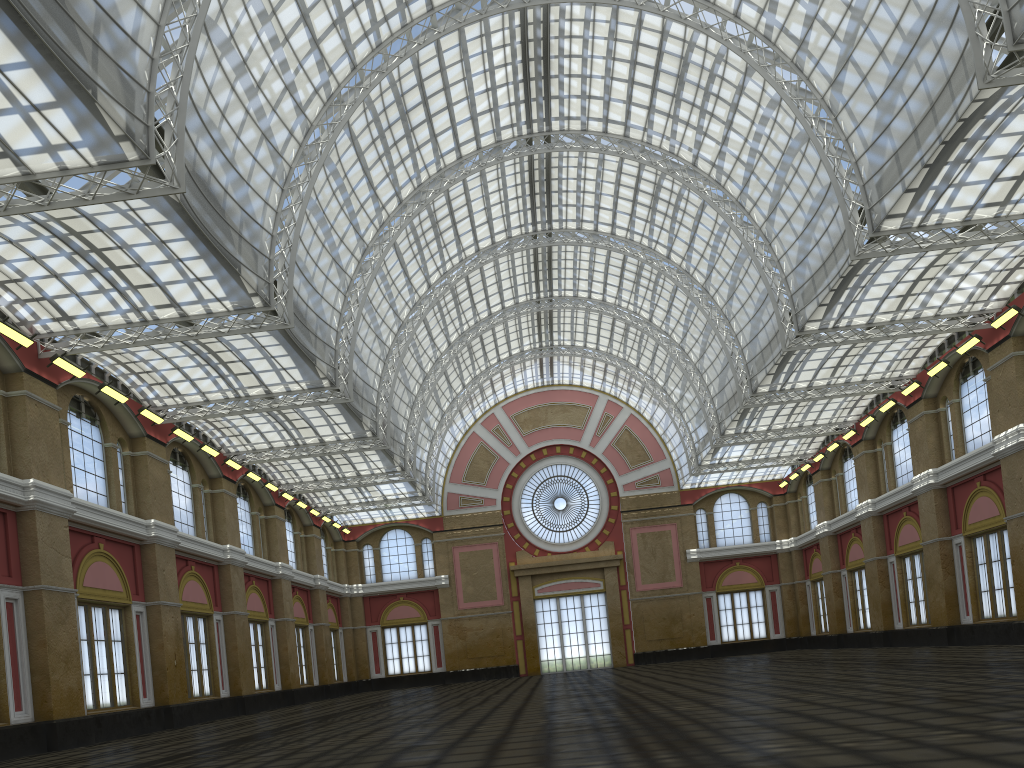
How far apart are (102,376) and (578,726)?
30.29m
